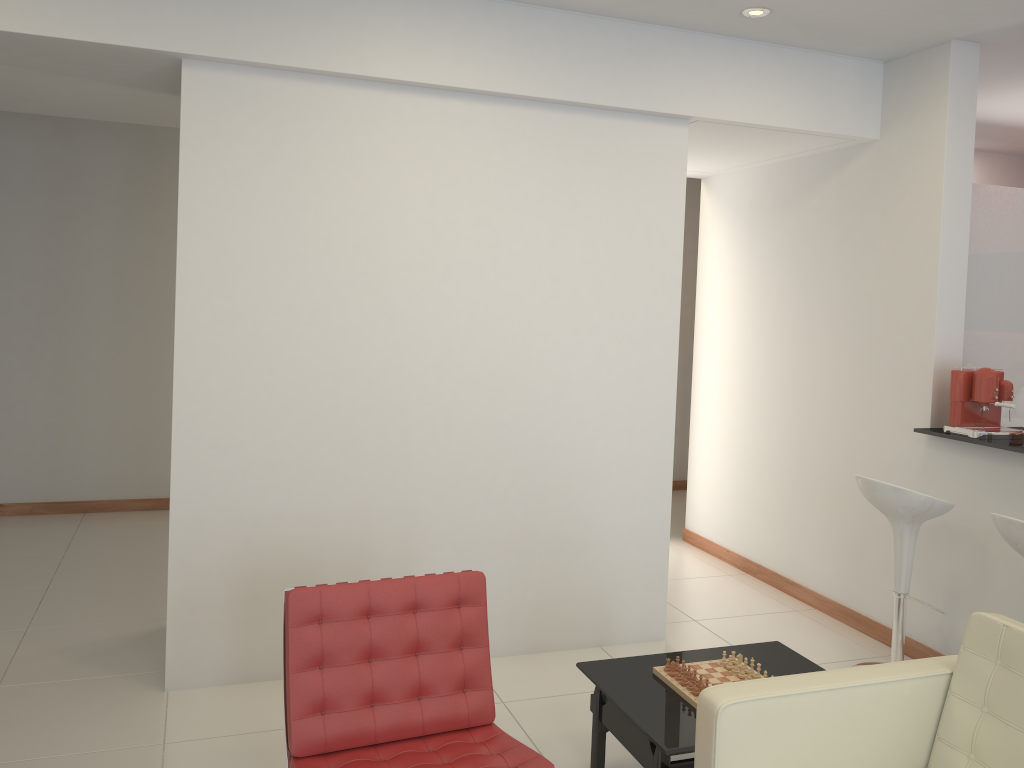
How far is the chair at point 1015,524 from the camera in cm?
343

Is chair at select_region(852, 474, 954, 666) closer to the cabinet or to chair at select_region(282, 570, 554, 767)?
the cabinet

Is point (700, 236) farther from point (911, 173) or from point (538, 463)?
point (538, 463)

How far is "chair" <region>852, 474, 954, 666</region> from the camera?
4.1 meters

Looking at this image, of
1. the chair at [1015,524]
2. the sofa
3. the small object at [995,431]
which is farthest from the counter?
the sofa

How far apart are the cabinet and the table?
2.17m

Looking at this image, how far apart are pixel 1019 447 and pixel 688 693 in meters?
2.0 m

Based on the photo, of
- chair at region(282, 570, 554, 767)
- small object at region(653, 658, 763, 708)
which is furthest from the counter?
chair at region(282, 570, 554, 767)

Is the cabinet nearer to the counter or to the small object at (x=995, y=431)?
the small object at (x=995, y=431)

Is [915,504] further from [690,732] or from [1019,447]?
[690,732]
